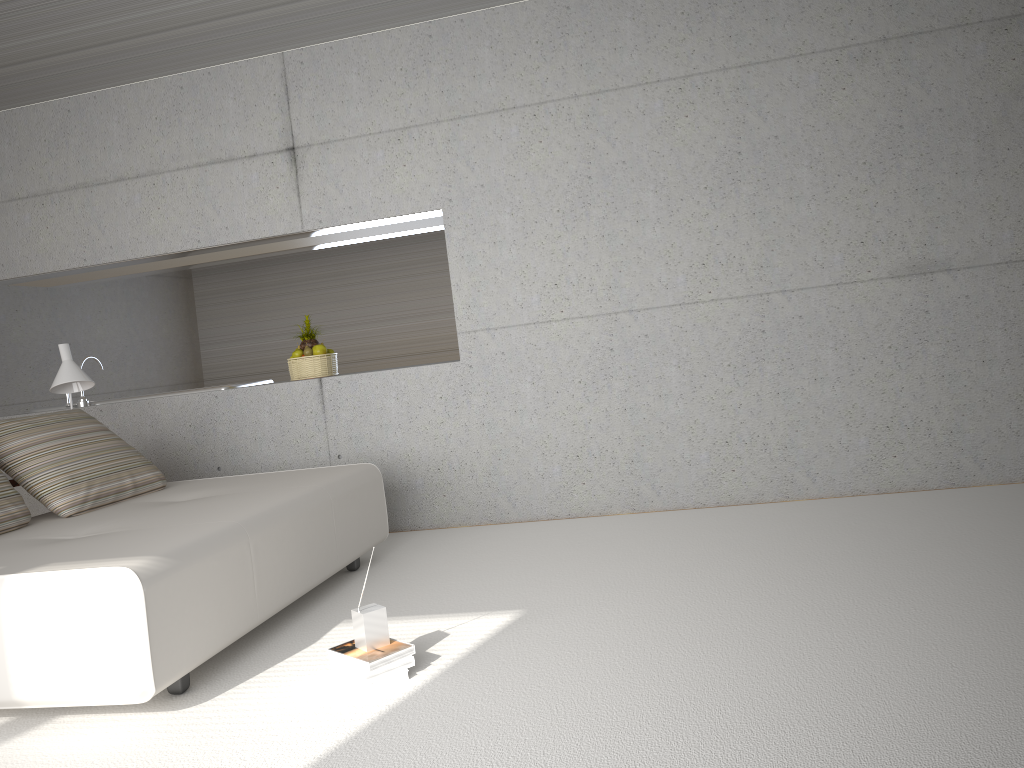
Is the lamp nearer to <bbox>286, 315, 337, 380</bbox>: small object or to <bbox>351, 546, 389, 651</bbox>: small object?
<bbox>286, 315, 337, 380</bbox>: small object

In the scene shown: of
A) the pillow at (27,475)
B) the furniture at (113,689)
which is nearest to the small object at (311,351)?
the furniture at (113,689)

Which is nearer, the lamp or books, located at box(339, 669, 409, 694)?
books, located at box(339, 669, 409, 694)

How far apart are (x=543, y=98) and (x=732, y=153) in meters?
1.2

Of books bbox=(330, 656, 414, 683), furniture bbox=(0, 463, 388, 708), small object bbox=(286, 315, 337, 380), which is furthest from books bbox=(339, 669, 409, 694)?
small object bbox=(286, 315, 337, 380)

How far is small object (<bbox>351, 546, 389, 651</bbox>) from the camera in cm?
309

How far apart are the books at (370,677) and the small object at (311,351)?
3.1m

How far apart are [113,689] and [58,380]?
2.8m

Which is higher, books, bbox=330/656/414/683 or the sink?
the sink

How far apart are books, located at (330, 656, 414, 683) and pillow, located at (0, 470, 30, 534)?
1.86m
